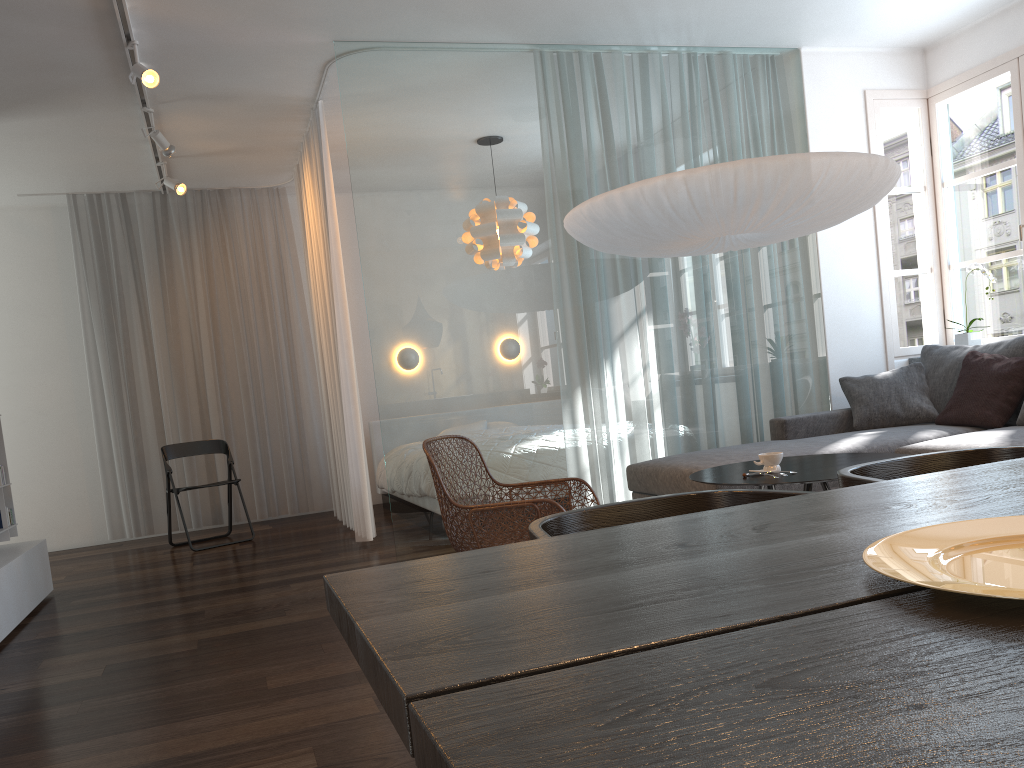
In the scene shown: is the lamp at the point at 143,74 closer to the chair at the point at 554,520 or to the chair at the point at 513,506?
the chair at the point at 513,506

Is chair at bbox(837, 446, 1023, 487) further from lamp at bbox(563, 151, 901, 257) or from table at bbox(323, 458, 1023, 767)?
lamp at bbox(563, 151, 901, 257)

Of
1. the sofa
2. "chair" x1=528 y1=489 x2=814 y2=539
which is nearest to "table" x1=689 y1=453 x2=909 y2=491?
the sofa

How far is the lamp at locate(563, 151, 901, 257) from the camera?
3.4 meters

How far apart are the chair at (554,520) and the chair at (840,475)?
0.2m

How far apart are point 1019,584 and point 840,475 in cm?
90

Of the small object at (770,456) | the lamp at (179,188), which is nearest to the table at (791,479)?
the small object at (770,456)

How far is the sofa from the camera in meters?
4.2

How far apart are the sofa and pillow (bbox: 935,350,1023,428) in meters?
0.0 m

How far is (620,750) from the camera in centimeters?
49cm
